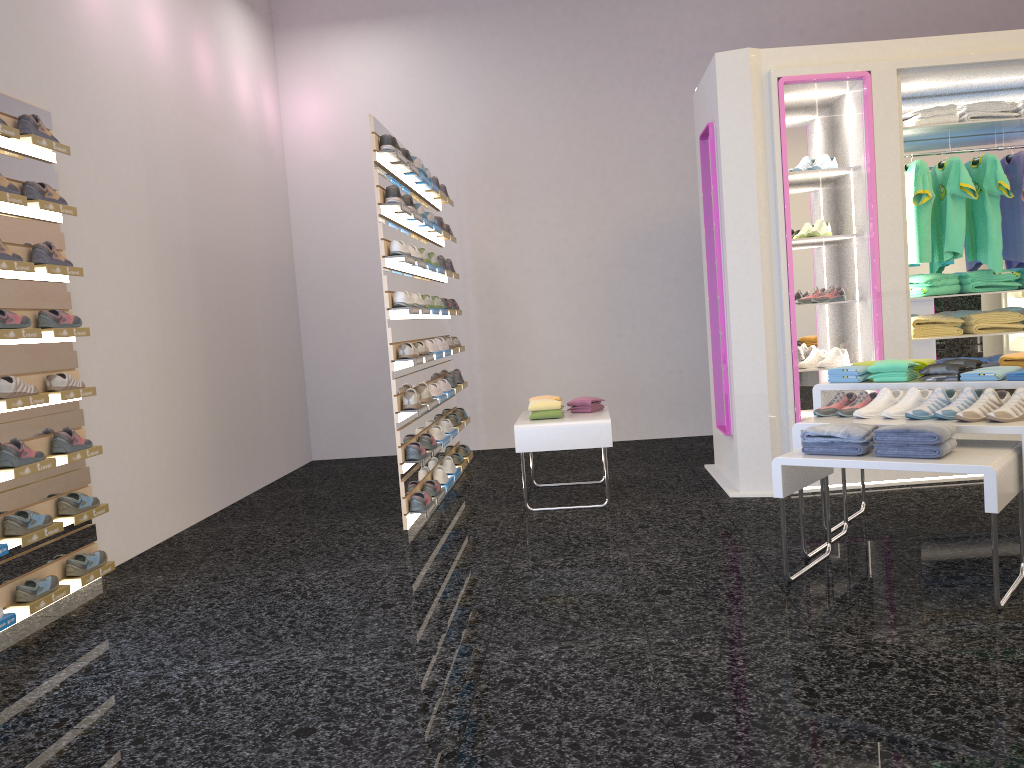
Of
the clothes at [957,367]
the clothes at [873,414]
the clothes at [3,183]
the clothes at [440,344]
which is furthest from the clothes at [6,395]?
the clothes at [957,367]

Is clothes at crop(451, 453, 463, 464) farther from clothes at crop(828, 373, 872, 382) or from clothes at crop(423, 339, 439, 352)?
clothes at crop(828, 373, 872, 382)

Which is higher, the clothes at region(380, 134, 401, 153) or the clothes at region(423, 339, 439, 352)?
the clothes at region(380, 134, 401, 153)

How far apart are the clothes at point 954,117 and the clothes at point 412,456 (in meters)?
3.75

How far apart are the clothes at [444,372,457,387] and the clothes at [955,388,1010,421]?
4.1m

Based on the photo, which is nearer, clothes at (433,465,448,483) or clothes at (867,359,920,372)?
clothes at (867,359,920,372)

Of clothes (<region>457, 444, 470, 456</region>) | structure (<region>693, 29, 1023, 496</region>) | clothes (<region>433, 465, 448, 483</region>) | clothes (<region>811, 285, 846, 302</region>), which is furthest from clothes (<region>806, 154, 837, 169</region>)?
clothes (<region>457, 444, 470, 456</region>)

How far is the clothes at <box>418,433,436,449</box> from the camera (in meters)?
5.76

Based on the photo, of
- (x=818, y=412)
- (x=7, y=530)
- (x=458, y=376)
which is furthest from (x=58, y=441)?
(x=818, y=412)

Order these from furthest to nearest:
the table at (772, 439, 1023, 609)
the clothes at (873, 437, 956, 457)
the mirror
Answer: the mirror < the clothes at (873, 437, 956, 457) < the table at (772, 439, 1023, 609)
